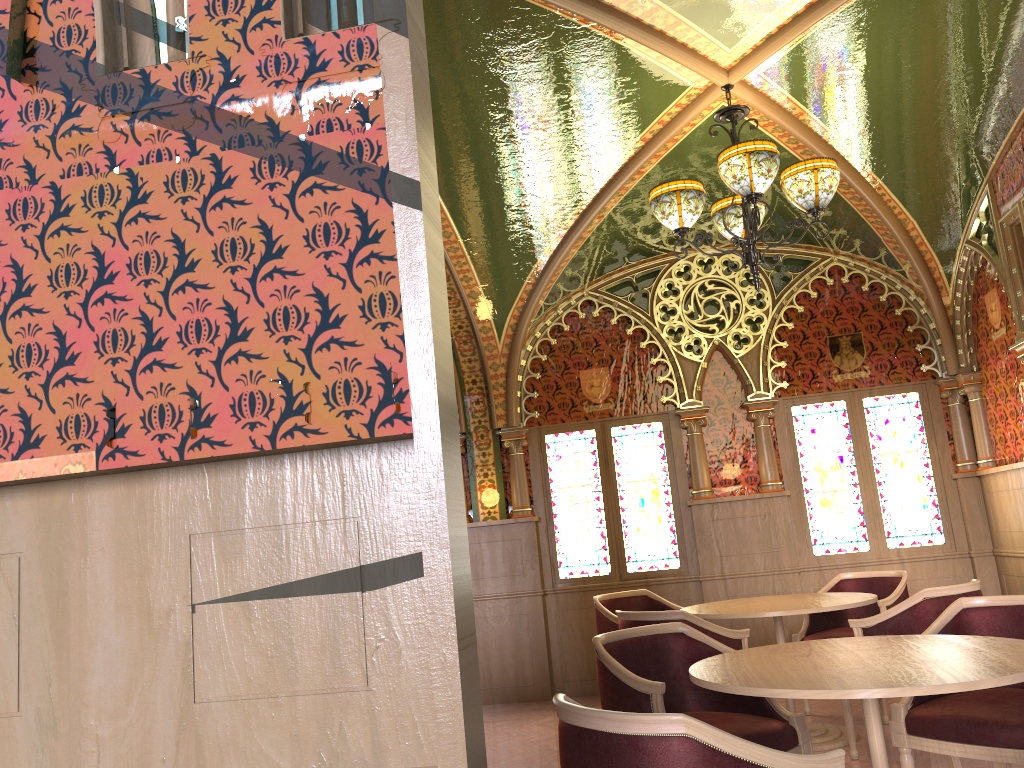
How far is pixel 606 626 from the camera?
6.05m

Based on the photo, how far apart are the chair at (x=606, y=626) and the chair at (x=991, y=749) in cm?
260

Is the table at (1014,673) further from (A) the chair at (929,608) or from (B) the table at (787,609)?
(B) the table at (787,609)

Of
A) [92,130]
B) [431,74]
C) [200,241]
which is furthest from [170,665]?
[431,74]

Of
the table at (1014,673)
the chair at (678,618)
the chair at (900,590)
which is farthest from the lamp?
the chair at (900,590)

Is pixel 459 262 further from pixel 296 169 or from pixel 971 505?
pixel 296 169

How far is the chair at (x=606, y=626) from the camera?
6.1 meters

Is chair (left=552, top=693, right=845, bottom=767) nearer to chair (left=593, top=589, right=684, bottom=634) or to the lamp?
the lamp

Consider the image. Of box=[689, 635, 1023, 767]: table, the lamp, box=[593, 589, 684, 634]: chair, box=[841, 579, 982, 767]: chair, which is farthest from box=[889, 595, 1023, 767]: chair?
box=[593, 589, 684, 634]: chair

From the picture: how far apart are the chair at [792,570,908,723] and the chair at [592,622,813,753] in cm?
218
